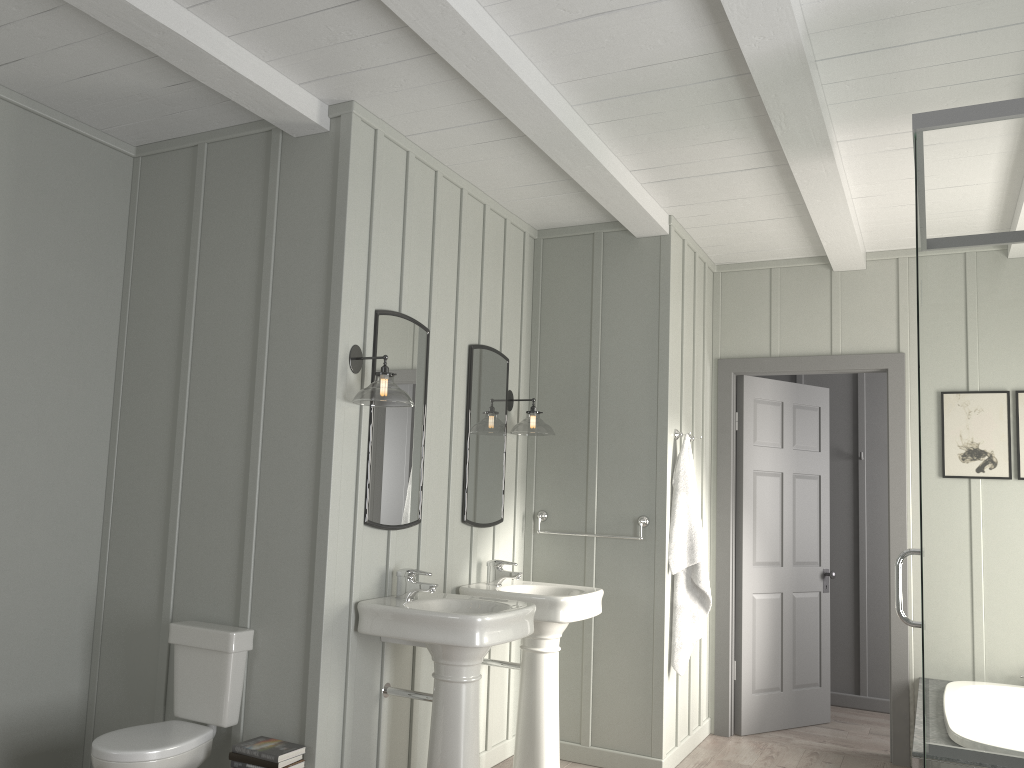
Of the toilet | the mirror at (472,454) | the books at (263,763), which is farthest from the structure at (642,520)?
the books at (263,763)

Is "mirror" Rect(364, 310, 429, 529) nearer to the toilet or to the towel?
the toilet

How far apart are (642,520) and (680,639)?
0.63m

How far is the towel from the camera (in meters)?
4.43

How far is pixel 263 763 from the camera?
2.93m

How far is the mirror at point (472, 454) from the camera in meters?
4.2

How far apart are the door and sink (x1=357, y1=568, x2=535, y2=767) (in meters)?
2.16

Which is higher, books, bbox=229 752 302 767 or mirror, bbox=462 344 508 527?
mirror, bbox=462 344 508 527

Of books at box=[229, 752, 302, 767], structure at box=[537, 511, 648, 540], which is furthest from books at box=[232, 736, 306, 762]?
structure at box=[537, 511, 648, 540]

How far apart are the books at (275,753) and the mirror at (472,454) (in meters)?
1.32
